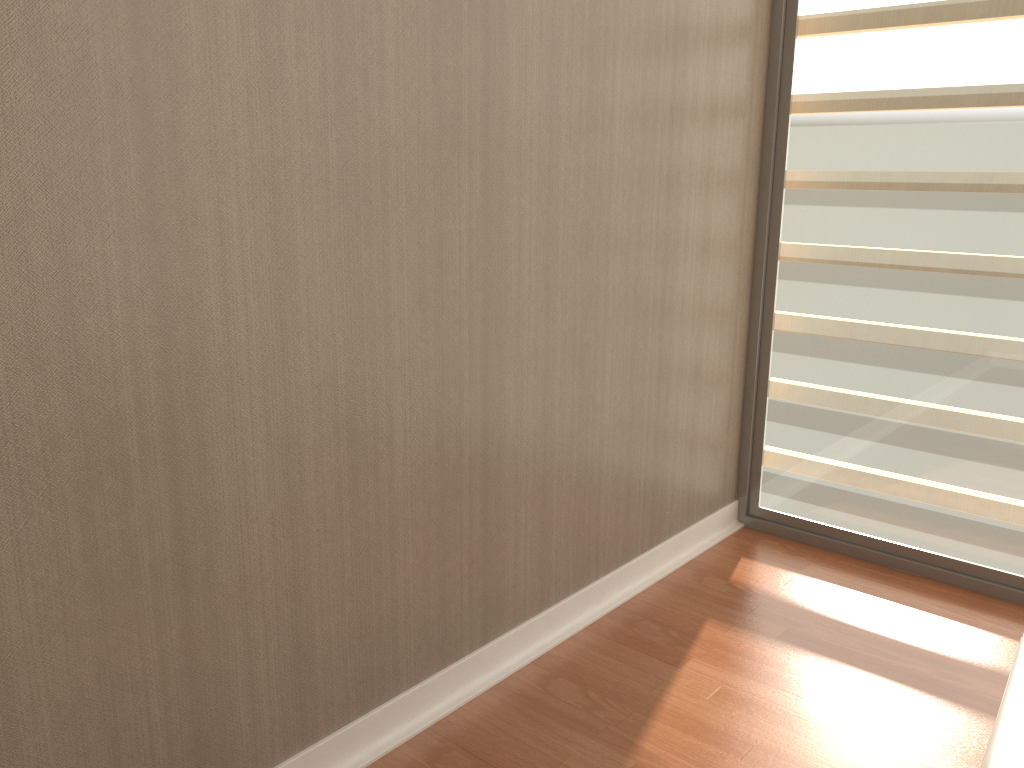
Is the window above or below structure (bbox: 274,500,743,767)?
above

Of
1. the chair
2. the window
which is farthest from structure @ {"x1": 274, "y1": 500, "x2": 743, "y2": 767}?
the chair

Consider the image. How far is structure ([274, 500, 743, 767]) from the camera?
2.46m

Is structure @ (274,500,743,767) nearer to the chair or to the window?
the window

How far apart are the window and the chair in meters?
1.6 m

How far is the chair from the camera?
1.6 meters

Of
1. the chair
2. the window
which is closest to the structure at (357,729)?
the window

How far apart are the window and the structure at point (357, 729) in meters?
0.1

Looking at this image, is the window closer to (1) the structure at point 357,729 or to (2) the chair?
(1) the structure at point 357,729

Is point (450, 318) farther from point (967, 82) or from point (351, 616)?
point (967, 82)
